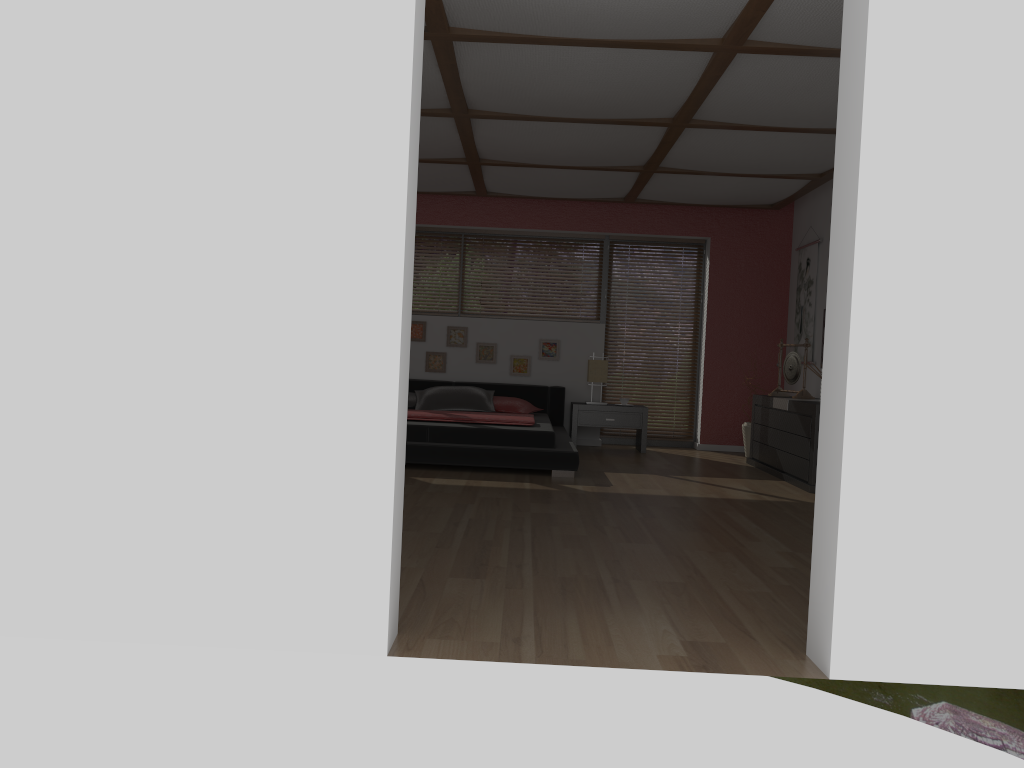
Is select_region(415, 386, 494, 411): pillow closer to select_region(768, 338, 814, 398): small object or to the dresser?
the dresser

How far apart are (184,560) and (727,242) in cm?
723

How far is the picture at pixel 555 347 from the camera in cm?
867

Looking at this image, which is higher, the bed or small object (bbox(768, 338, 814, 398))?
small object (bbox(768, 338, 814, 398))

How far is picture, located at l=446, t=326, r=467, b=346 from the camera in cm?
868

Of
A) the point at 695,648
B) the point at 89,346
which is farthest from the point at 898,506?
the point at 89,346

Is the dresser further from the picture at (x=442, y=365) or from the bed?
the picture at (x=442, y=365)

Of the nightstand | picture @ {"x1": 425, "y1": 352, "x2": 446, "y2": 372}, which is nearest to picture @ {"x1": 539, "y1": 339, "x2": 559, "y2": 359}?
the nightstand

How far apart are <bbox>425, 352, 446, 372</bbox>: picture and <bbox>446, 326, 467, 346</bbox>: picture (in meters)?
0.14

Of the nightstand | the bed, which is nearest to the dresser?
the nightstand
